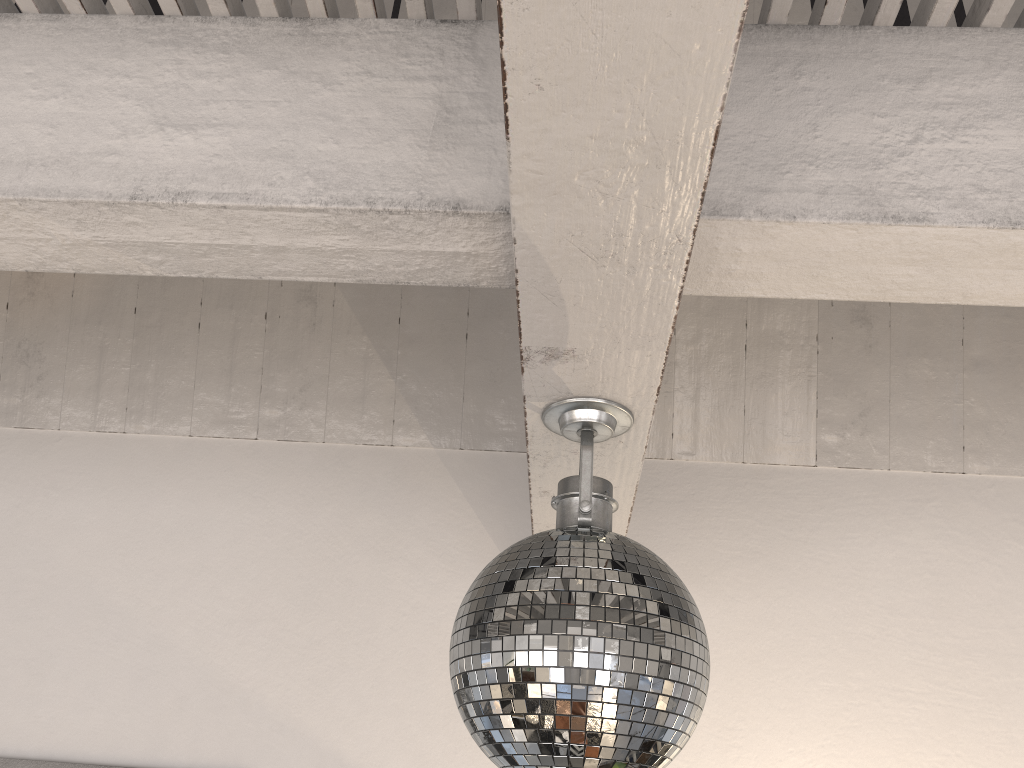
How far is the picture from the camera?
2.2 meters

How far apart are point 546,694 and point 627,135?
0.6m

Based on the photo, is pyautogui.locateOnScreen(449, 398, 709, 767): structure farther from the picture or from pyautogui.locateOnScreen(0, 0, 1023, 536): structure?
the picture

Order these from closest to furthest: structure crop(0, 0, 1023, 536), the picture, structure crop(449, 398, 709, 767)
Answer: structure crop(0, 0, 1023, 536) → structure crop(449, 398, 709, 767) → the picture

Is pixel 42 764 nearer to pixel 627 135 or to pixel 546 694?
pixel 546 694

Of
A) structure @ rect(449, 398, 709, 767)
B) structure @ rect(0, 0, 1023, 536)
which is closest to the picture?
structure @ rect(0, 0, 1023, 536)

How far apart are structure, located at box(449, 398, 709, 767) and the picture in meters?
1.6 m

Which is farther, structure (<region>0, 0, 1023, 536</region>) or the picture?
the picture

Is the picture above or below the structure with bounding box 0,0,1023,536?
below

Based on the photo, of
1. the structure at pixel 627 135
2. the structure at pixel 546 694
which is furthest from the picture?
the structure at pixel 546 694
